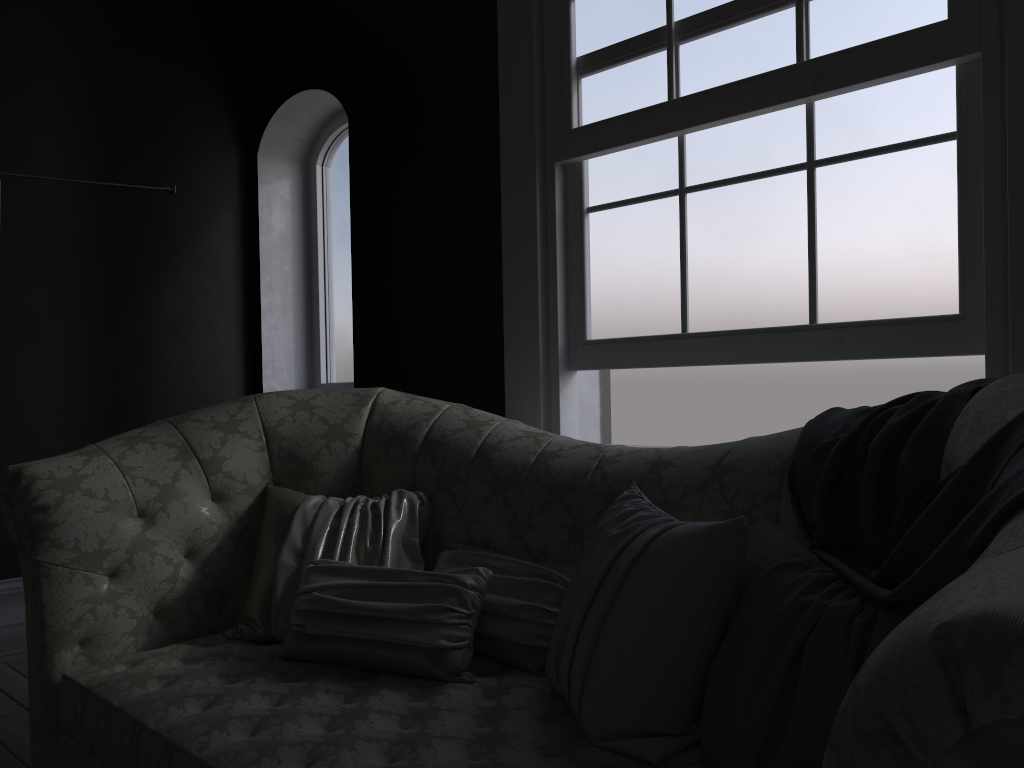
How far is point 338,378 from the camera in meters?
4.8

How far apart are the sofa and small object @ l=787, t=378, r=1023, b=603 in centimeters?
1cm

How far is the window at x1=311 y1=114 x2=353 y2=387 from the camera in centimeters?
474cm

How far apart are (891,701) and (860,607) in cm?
69

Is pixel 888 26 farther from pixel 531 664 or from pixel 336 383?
pixel 336 383

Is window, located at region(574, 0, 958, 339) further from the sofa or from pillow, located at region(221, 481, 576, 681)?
pillow, located at region(221, 481, 576, 681)

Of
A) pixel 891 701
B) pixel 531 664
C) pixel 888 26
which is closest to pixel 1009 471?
pixel 891 701

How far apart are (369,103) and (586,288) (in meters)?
1.61

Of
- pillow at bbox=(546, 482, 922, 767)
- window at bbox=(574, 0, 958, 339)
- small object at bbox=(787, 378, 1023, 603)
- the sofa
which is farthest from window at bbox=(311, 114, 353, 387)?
small object at bbox=(787, 378, 1023, 603)

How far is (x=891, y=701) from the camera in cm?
73
